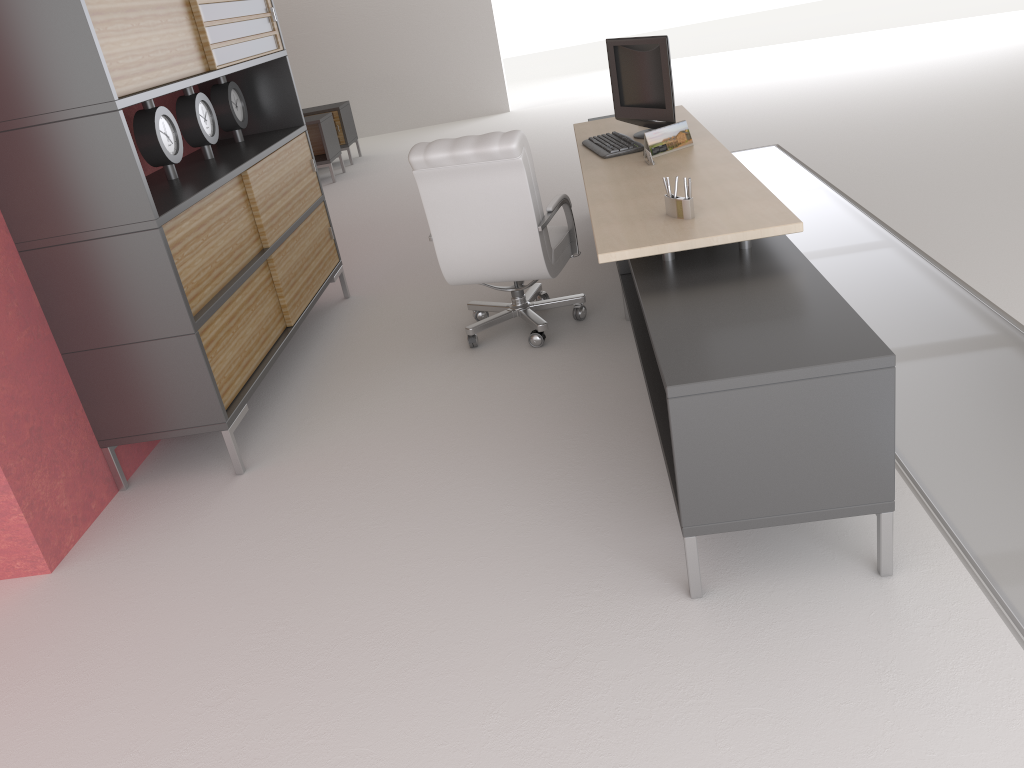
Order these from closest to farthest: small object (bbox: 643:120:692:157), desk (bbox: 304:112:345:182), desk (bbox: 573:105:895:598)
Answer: desk (bbox: 573:105:895:598) < small object (bbox: 643:120:692:157) < desk (bbox: 304:112:345:182)

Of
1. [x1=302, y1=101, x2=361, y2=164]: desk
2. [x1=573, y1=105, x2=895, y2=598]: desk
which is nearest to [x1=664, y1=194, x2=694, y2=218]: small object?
[x1=573, y1=105, x2=895, y2=598]: desk

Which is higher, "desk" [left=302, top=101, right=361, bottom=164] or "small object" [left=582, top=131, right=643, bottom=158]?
"small object" [left=582, top=131, right=643, bottom=158]

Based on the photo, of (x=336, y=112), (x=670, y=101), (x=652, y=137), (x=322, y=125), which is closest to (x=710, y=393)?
(x=652, y=137)

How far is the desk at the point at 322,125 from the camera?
14.6m

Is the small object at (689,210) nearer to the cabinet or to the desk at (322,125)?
the cabinet

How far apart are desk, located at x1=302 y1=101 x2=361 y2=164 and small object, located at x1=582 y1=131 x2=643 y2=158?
9.75m

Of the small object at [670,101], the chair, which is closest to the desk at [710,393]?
the small object at [670,101]

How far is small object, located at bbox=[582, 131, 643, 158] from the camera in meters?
6.7 m

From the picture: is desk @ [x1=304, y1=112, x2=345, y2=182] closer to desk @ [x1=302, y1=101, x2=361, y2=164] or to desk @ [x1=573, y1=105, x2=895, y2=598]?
desk @ [x1=302, y1=101, x2=361, y2=164]
